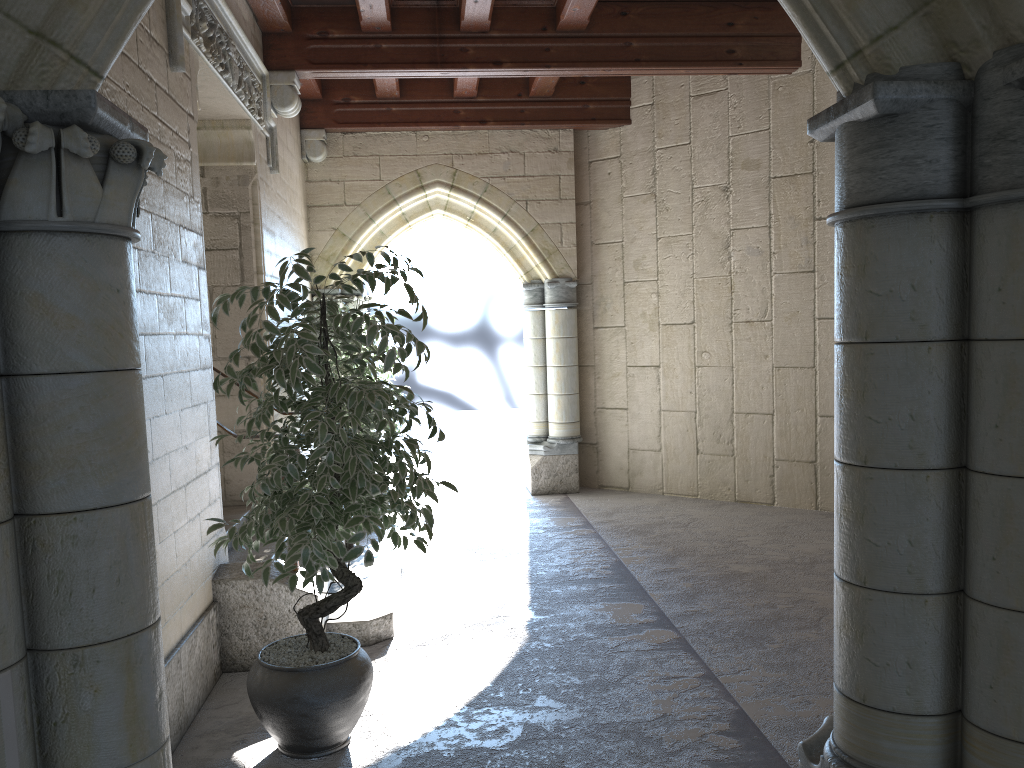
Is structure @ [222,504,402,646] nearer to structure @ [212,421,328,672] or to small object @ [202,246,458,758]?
structure @ [212,421,328,672]

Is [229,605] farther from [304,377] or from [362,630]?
[304,377]

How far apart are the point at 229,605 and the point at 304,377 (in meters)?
1.39

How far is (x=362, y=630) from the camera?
3.80m

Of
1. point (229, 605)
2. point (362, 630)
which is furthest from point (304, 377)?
point (362, 630)

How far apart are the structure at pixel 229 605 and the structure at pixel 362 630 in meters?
0.2

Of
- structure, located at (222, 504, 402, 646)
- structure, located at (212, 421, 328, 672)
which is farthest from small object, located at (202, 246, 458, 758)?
Answer: structure, located at (222, 504, 402, 646)

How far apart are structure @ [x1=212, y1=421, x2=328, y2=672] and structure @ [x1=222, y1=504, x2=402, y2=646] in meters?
0.2 m

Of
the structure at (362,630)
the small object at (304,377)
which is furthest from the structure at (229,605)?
the small object at (304,377)

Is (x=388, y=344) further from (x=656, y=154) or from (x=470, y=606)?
(x=470, y=606)
